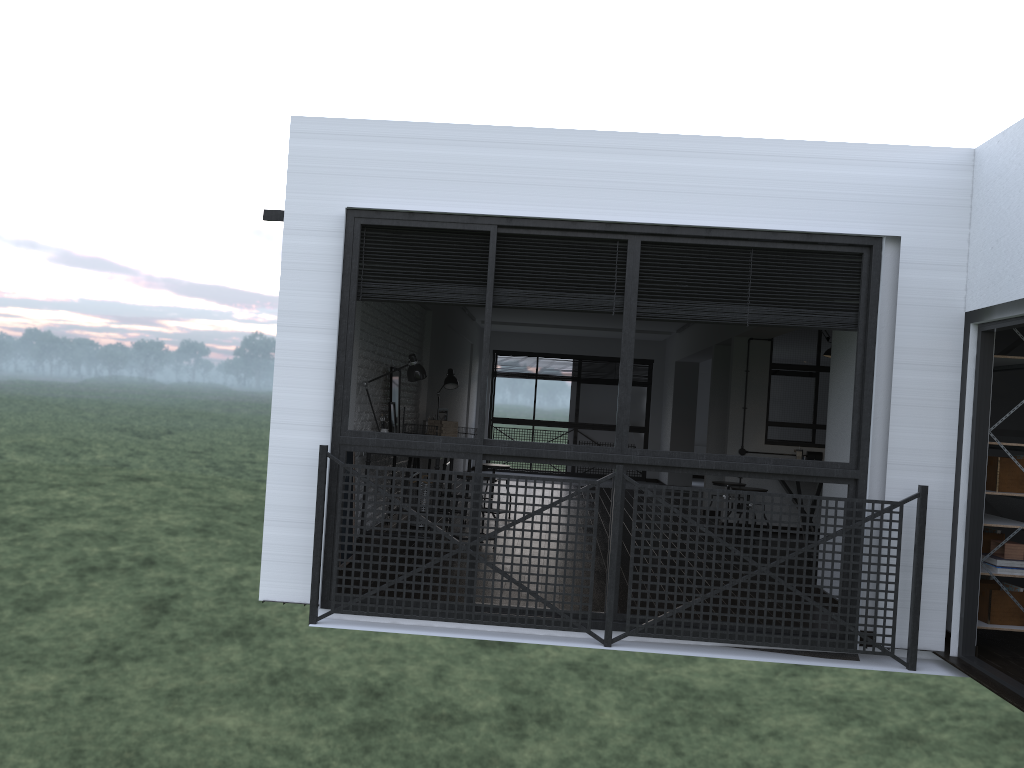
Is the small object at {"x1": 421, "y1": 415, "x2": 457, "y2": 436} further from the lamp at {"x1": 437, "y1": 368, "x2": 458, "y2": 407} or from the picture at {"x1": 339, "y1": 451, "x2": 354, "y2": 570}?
the picture at {"x1": 339, "y1": 451, "x2": 354, "y2": 570}

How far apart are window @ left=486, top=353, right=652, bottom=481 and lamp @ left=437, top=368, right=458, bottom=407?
6.09m

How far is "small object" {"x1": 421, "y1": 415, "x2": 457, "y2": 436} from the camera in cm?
796

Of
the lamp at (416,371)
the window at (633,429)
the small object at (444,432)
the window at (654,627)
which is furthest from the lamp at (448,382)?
the window at (633,429)

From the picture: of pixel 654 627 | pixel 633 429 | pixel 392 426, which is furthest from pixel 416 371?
pixel 633 429

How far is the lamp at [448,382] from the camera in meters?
8.7

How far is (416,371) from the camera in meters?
6.6

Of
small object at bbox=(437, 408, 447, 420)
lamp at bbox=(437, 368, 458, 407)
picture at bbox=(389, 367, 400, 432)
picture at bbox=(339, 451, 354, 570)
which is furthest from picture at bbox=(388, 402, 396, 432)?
lamp at bbox=(437, 368, 458, 407)

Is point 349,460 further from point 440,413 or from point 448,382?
point 448,382

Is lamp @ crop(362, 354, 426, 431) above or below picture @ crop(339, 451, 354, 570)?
above
